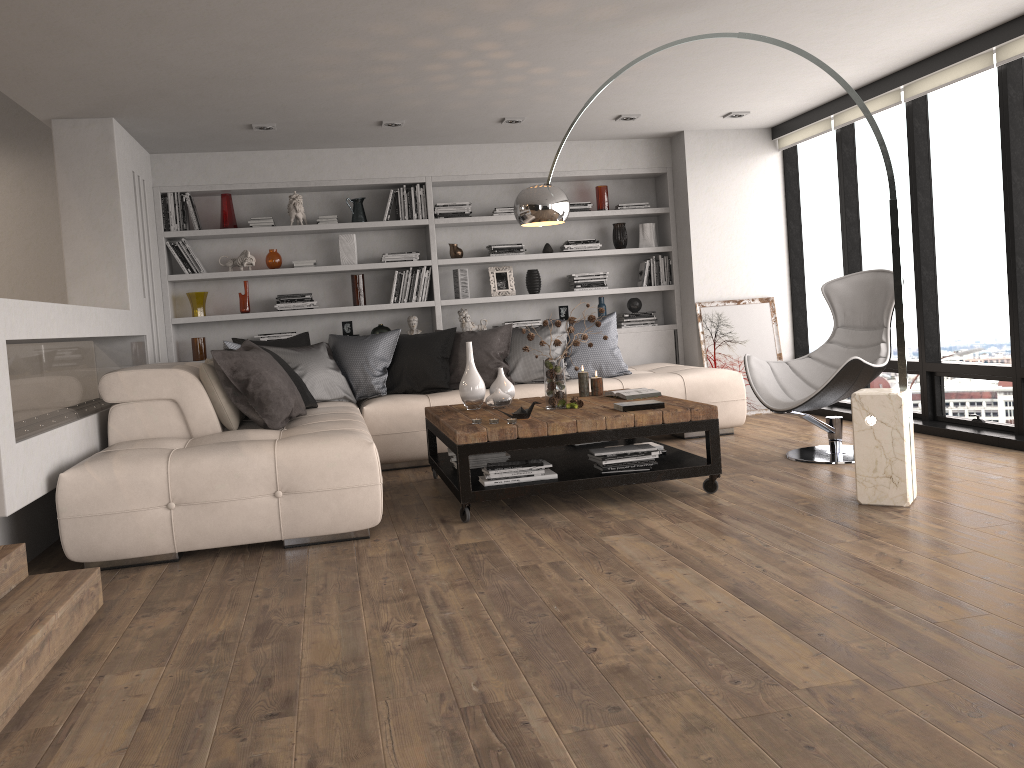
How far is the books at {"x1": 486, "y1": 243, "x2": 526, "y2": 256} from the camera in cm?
748

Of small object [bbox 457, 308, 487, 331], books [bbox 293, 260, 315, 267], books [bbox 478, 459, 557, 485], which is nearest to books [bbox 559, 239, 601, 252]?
small object [bbox 457, 308, 487, 331]

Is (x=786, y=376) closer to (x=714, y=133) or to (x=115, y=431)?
(x=714, y=133)

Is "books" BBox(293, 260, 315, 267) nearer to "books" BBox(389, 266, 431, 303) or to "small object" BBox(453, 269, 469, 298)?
"books" BBox(389, 266, 431, 303)

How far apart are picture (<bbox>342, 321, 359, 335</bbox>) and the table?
2.1m

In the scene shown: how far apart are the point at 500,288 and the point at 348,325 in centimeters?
133cm

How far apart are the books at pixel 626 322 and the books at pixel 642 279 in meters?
0.3

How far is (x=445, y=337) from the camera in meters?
6.4

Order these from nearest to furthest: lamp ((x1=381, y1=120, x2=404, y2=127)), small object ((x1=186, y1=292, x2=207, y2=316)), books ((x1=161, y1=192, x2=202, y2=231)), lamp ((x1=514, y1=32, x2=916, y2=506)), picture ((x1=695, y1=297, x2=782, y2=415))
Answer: lamp ((x1=514, y1=32, x2=916, y2=506)) → lamp ((x1=381, y1=120, x2=404, y2=127)) → books ((x1=161, y1=192, x2=202, y2=231)) → small object ((x1=186, y1=292, x2=207, y2=316)) → picture ((x1=695, y1=297, x2=782, y2=415))

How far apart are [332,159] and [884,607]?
5.7m
